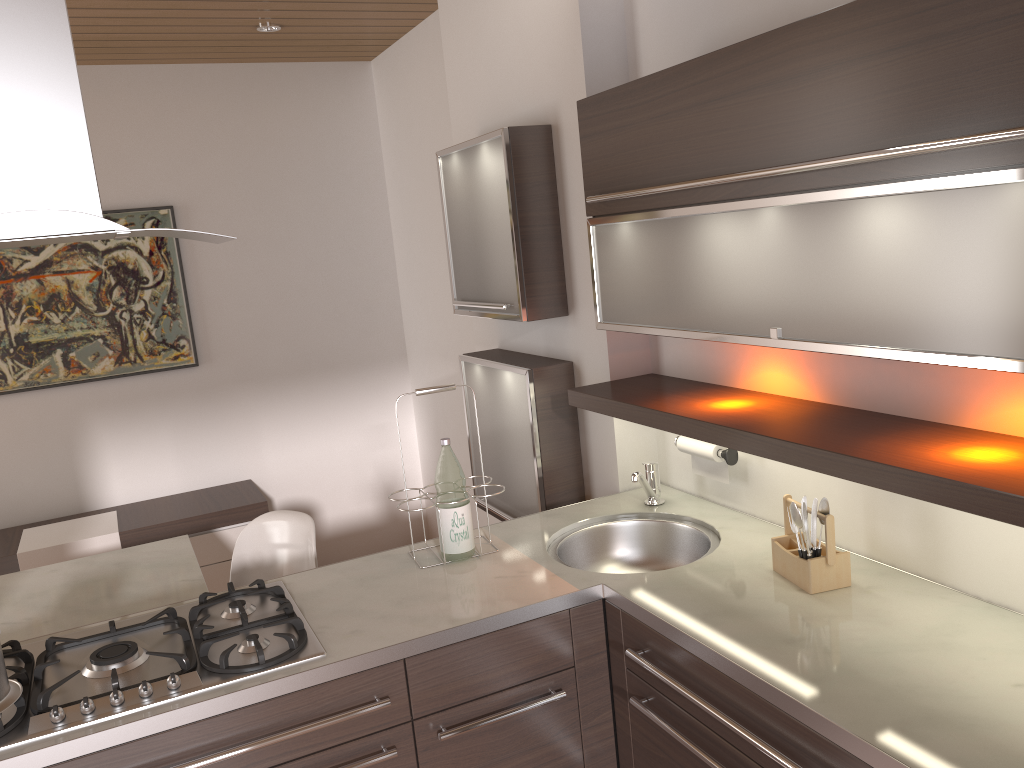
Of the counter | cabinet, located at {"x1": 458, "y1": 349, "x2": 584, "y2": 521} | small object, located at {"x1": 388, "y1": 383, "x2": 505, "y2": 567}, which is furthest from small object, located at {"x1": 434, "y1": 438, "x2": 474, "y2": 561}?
cabinet, located at {"x1": 458, "y1": 349, "x2": 584, "y2": 521}

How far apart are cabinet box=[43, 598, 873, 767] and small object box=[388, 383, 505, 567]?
0.7 meters

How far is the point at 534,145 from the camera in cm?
275

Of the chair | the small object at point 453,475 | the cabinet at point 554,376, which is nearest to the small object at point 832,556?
the small object at point 453,475

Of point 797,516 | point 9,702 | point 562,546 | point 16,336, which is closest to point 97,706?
point 9,702

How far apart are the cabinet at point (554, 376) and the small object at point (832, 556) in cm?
99

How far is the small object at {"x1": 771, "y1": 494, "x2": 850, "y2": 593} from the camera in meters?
1.9

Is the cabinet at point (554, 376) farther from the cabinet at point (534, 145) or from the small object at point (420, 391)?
the small object at point (420, 391)

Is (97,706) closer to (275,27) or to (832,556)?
(832,556)

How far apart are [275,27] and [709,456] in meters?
2.7 m
